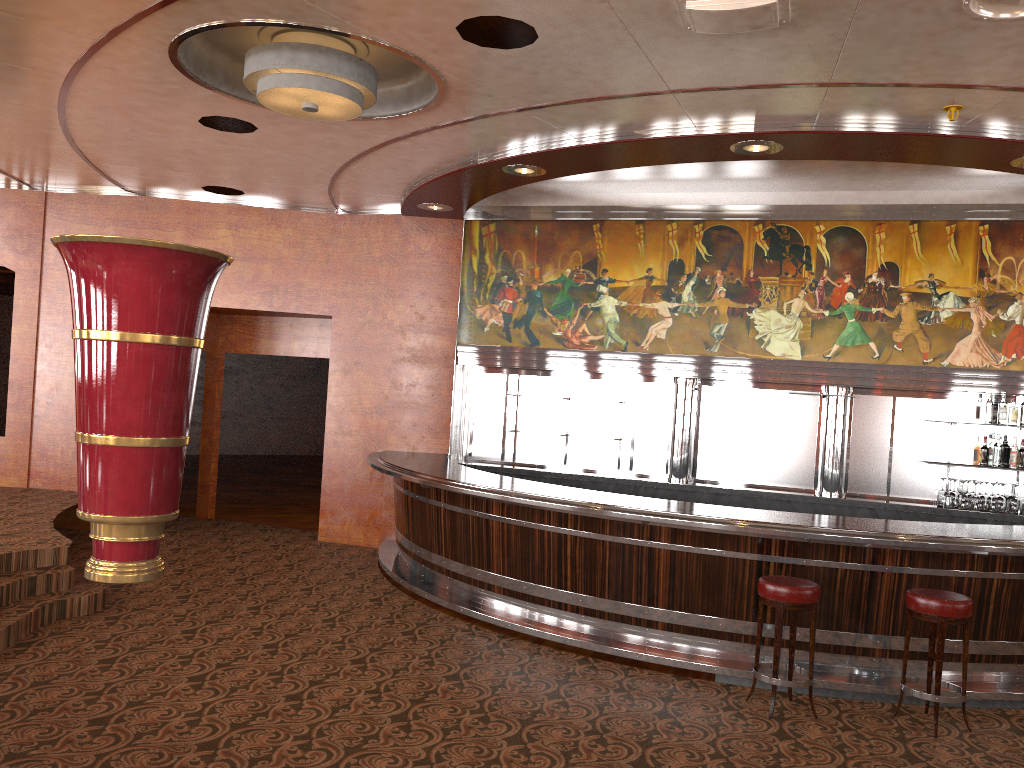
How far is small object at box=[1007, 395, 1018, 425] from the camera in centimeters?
775cm

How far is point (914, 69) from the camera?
4.7m

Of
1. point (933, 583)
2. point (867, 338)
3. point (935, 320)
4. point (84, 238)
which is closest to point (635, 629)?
point (933, 583)

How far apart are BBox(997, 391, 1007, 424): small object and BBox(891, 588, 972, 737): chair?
3.3m

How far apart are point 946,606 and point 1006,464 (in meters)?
7.18

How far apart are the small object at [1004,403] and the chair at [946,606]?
3.3 meters

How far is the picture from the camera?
8.0m

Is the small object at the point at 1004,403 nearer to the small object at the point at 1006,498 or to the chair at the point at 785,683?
the small object at the point at 1006,498

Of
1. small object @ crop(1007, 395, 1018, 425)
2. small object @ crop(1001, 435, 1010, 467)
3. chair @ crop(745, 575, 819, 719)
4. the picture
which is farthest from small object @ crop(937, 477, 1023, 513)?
small object @ crop(1001, 435, 1010, 467)

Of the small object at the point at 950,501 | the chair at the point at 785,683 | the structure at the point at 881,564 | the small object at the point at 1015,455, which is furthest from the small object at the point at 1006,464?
the chair at the point at 785,683
